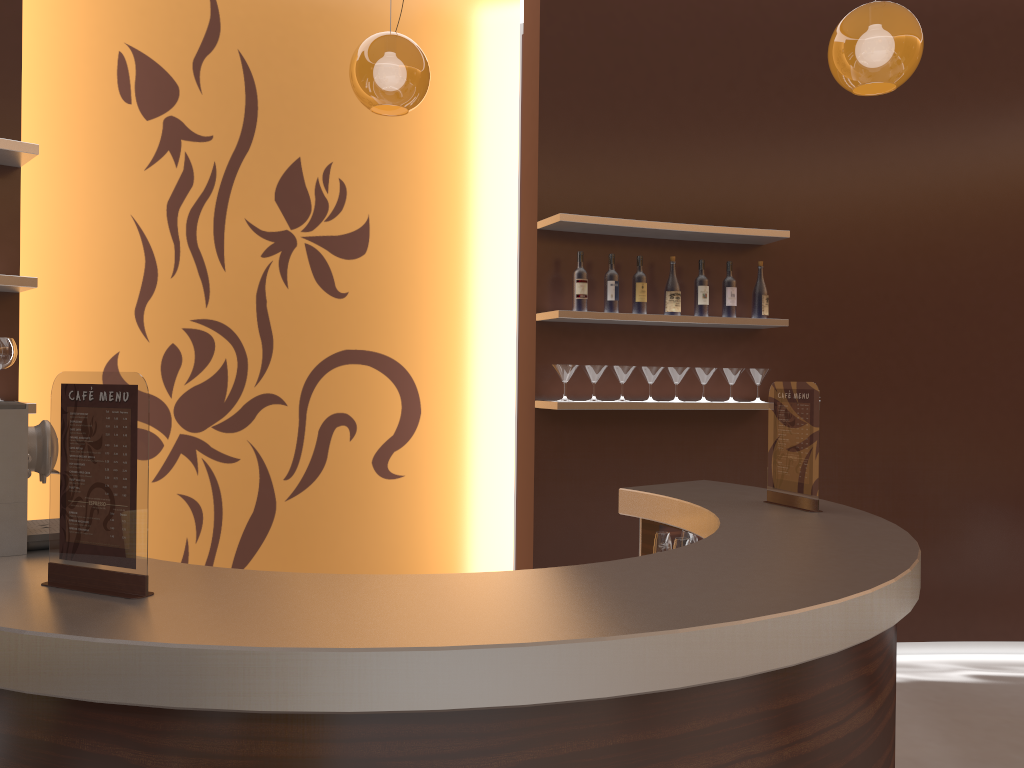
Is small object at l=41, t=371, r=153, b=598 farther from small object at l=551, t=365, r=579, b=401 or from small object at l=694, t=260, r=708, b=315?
small object at l=694, t=260, r=708, b=315

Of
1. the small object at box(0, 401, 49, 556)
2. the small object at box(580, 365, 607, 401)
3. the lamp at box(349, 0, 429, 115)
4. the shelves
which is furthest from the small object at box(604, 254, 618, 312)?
the small object at box(0, 401, 49, 556)

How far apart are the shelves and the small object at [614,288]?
0.08m

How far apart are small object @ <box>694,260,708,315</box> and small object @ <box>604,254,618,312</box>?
0.5 meters

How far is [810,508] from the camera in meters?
2.8

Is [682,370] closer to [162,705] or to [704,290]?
[704,290]

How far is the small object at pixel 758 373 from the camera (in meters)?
4.53

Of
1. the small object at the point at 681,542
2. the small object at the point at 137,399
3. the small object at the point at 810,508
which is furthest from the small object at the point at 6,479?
the small object at the point at 810,508

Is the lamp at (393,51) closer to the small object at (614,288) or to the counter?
the small object at (614,288)

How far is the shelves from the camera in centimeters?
295cm
